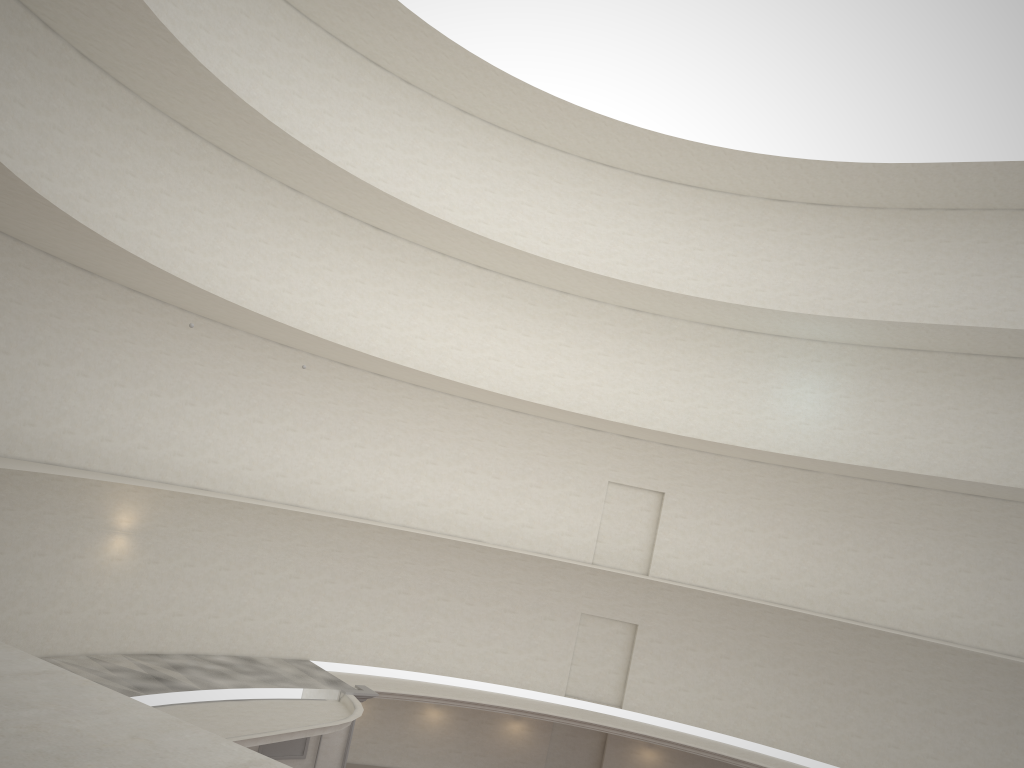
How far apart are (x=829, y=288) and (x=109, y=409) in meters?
21.0 m
